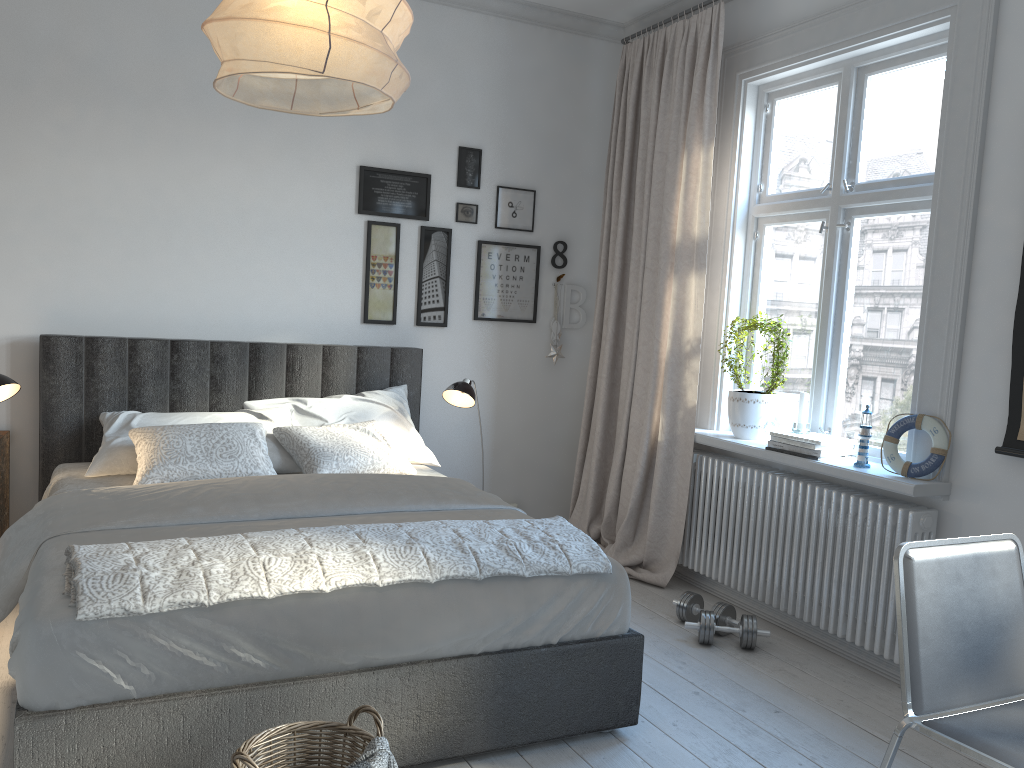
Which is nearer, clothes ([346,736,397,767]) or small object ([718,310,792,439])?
clothes ([346,736,397,767])

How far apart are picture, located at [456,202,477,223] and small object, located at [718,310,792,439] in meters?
1.5

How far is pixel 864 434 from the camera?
3.28m

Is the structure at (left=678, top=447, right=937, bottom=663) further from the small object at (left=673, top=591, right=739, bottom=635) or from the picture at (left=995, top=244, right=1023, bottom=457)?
the picture at (left=995, top=244, right=1023, bottom=457)

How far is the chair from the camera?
1.8m

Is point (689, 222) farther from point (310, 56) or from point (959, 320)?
point (310, 56)

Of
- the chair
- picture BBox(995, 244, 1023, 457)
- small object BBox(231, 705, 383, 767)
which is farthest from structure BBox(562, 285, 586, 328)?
small object BBox(231, 705, 383, 767)

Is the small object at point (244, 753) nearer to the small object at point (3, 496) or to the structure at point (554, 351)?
the small object at point (3, 496)

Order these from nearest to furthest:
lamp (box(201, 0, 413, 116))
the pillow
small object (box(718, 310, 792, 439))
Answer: lamp (box(201, 0, 413, 116)), the pillow, small object (box(718, 310, 792, 439))

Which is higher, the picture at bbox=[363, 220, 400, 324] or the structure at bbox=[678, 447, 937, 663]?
the picture at bbox=[363, 220, 400, 324]
